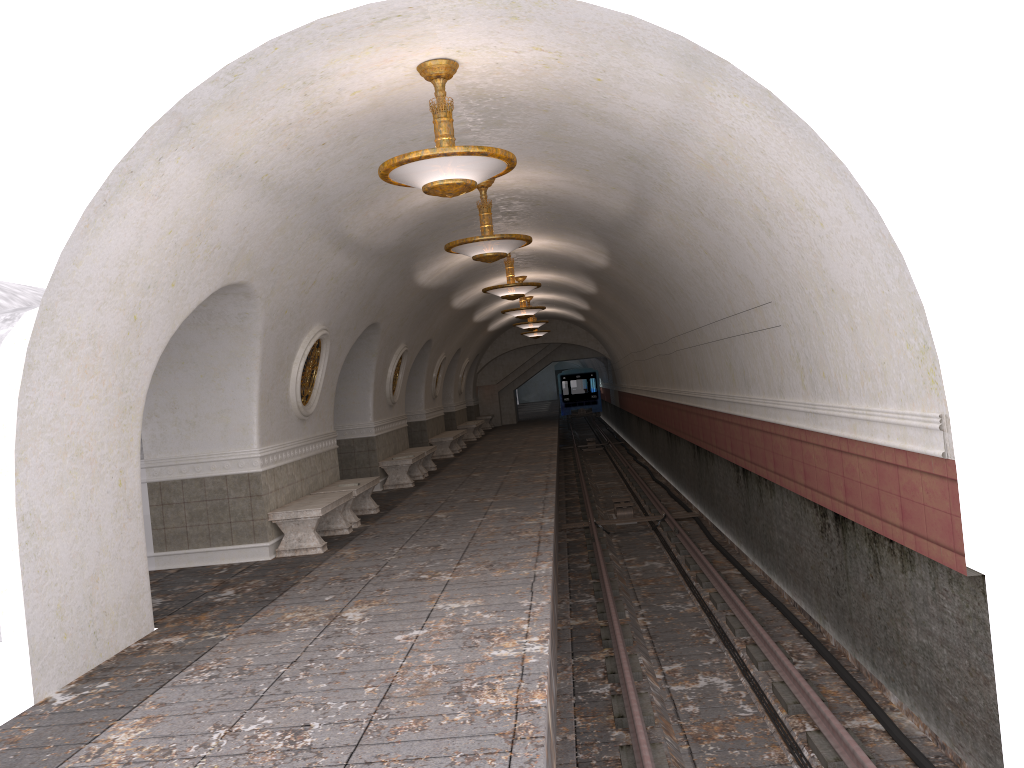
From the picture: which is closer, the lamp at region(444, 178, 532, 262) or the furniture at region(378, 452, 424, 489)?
the lamp at region(444, 178, 532, 262)

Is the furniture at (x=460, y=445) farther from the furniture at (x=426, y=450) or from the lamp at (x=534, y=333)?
the furniture at (x=426, y=450)

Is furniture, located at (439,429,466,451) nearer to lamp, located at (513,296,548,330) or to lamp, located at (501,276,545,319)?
lamp, located at (513,296,548,330)

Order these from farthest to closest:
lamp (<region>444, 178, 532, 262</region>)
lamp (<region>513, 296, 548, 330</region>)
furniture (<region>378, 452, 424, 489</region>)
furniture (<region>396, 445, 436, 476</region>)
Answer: lamp (<region>513, 296, 548, 330</region>)
furniture (<region>396, 445, 436, 476</region>)
furniture (<region>378, 452, 424, 489</region>)
lamp (<region>444, 178, 532, 262</region>)

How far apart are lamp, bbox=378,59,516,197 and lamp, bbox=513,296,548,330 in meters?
17.4

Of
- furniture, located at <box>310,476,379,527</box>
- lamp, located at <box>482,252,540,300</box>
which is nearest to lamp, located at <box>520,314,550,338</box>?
lamp, located at <box>482,252,540,300</box>

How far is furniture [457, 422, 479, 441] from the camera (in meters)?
27.76

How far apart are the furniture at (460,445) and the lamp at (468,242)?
15.0 meters

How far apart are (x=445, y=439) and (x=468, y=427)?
6.0 meters

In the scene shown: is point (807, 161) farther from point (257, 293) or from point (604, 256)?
point (604, 256)
